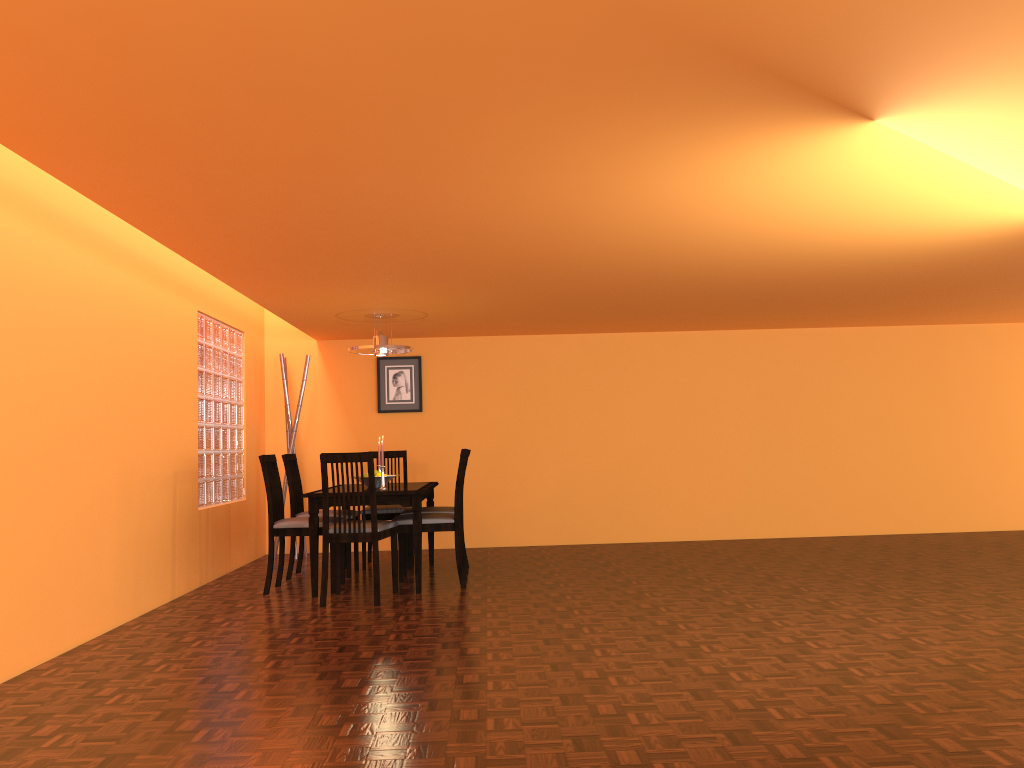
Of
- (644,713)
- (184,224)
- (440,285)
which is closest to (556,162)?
(184,224)

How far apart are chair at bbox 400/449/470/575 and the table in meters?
0.1 m

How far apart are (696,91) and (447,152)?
0.80m

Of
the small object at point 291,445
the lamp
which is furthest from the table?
the small object at point 291,445

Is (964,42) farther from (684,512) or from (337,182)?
(684,512)

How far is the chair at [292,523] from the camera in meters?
5.1

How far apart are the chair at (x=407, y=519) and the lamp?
1.0m

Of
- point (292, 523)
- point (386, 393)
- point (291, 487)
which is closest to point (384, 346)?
point (291, 487)

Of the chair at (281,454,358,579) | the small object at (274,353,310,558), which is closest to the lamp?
the chair at (281,454,358,579)

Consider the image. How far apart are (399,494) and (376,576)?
0.51m
